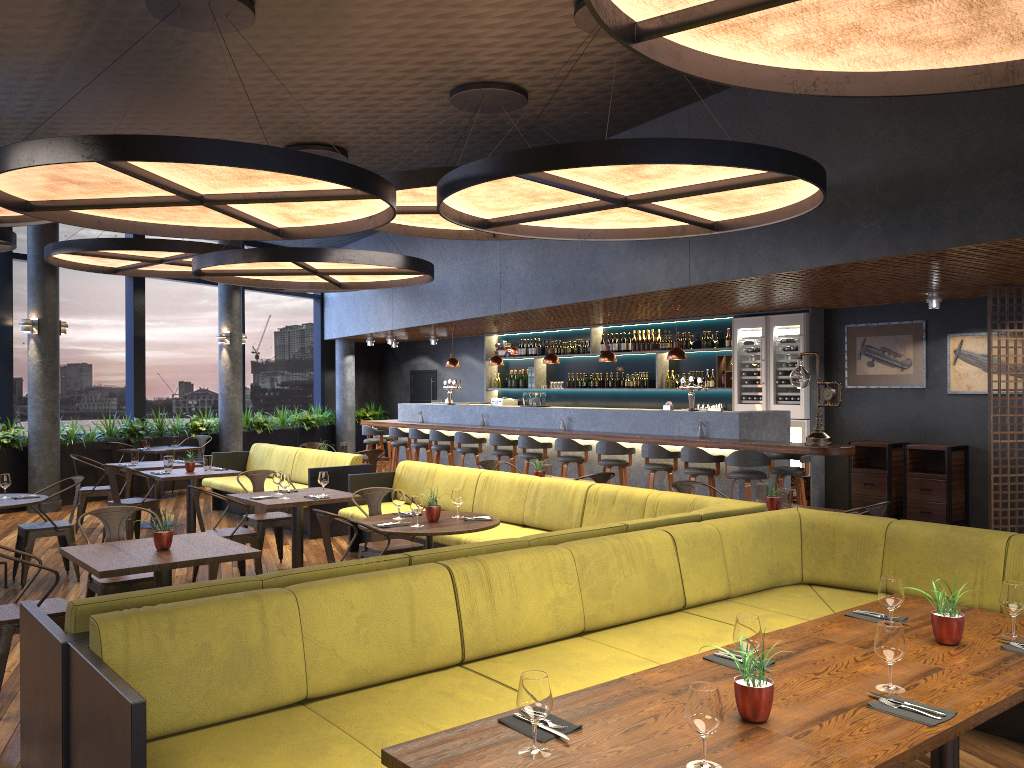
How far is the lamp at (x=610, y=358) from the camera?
11.8 meters

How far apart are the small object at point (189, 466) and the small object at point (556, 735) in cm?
824

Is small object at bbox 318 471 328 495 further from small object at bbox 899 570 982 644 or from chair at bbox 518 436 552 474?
small object at bbox 899 570 982 644

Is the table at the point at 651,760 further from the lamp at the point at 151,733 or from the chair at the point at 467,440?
the chair at the point at 467,440

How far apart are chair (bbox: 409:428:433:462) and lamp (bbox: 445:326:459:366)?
1.4 meters

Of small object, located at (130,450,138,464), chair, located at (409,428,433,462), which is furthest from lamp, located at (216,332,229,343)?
small object, located at (130,450,138,464)

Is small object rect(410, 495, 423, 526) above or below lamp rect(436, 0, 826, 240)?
below

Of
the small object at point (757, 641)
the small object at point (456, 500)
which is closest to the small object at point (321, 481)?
the small object at point (456, 500)

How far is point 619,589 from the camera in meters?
4.6

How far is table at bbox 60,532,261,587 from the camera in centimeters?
479cm
